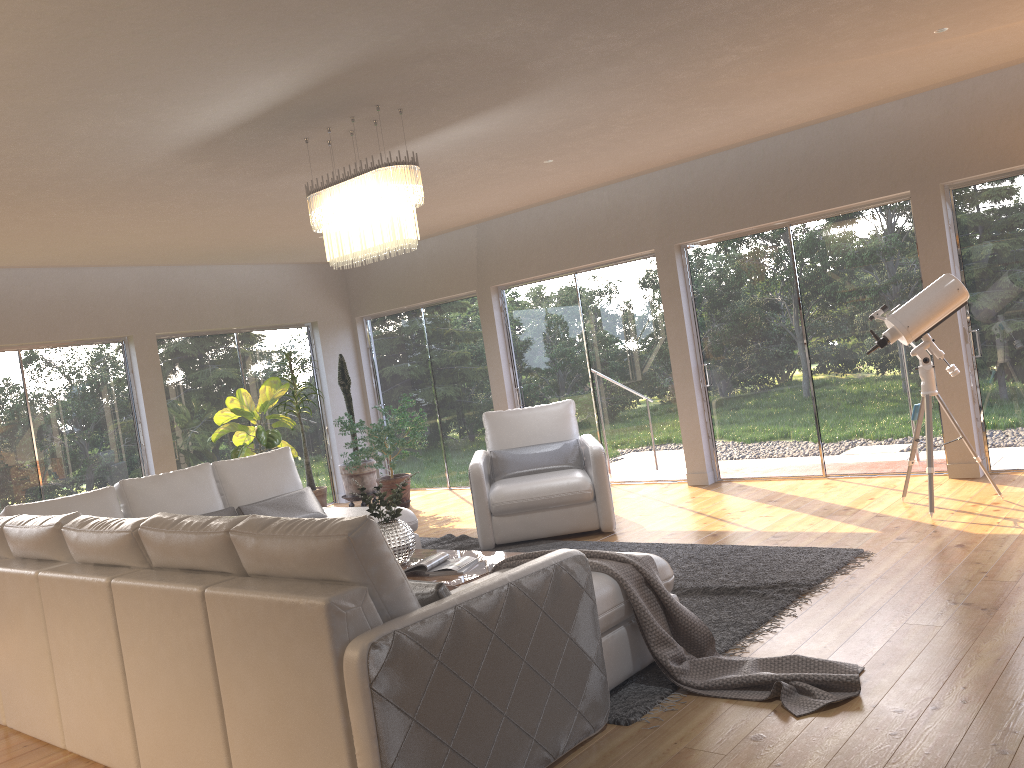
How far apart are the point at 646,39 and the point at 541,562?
2.6m

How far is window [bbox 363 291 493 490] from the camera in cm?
969

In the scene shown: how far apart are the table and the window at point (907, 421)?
3.57m

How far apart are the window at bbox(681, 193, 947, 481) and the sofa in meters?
3.1 m

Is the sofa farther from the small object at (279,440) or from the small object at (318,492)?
the small object at (318,492)

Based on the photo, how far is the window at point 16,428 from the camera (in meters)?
7.82

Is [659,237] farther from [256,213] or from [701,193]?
[256,213]

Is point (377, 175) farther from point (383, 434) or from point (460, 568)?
point (383, 434)

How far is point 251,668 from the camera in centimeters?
268cm

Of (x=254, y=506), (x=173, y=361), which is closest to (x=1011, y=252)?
(x=254, y=506)
